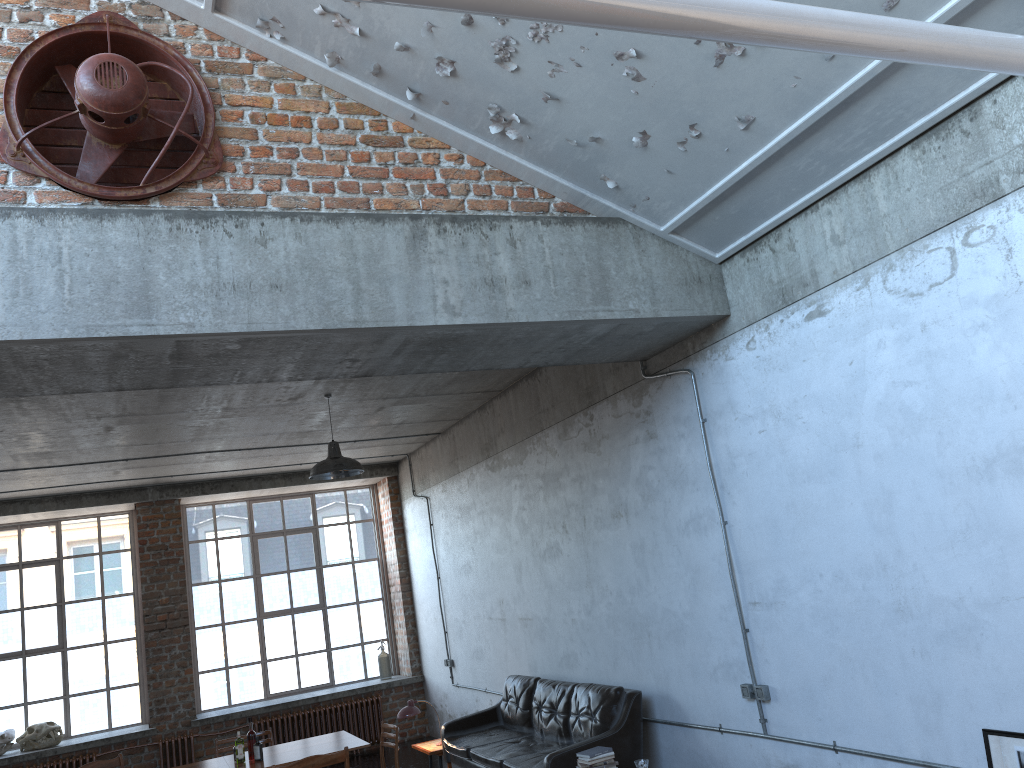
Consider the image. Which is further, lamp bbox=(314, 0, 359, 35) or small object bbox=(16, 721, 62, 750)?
small object bbox=(16, 721, 62, 750)

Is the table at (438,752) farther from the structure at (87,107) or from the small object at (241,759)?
the structure at (87,107)

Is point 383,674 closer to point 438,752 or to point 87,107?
point 438,752

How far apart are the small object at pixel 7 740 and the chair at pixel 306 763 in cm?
675

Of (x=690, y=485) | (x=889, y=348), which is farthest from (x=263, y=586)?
(x=889, y=348)

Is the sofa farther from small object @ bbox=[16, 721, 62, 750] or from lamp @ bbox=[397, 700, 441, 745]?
small object @ bbox=[16, 721, 62, 750]

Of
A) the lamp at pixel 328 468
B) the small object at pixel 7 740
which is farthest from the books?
the small object at pixel 7 740

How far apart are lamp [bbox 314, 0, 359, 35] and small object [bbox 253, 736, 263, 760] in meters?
5.4

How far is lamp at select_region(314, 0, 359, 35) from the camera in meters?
4.6 m

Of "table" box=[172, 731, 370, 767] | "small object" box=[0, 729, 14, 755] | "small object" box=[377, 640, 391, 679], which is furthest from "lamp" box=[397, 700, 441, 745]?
"small object" box=[0, 729, 14, 755]
